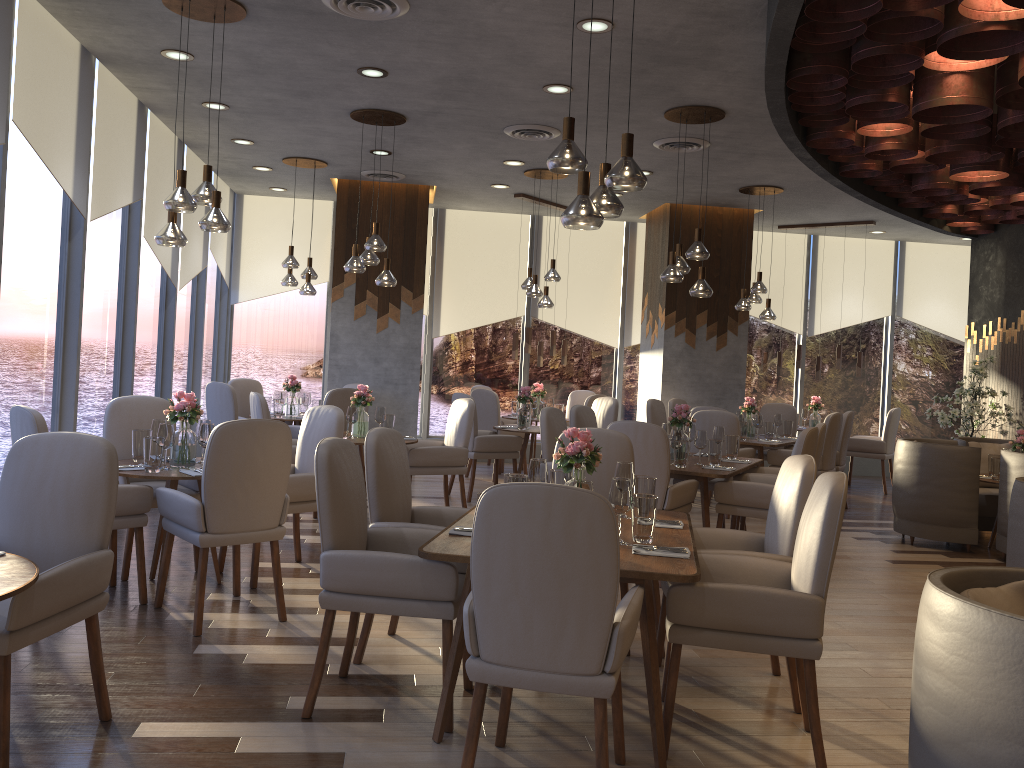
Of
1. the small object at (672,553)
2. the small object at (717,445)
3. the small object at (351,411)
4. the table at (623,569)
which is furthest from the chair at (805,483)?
the small object at (351,411)

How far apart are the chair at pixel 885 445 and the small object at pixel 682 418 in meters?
4.8 m

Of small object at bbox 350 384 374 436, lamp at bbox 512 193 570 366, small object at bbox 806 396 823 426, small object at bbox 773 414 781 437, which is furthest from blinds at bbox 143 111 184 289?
small object at bbox 806 396 823 426

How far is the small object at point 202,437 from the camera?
4.8 meters

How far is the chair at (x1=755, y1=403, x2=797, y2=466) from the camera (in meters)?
9.81

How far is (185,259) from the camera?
8.7m

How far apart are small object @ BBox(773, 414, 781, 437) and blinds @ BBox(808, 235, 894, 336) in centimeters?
313cm

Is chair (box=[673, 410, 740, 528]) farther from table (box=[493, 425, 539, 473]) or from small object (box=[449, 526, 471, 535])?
small object (box=[449, 526, 471, 535])

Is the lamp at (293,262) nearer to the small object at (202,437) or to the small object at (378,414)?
the small object at (378,414)

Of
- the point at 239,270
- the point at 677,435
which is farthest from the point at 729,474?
Result: the point at 239,270
